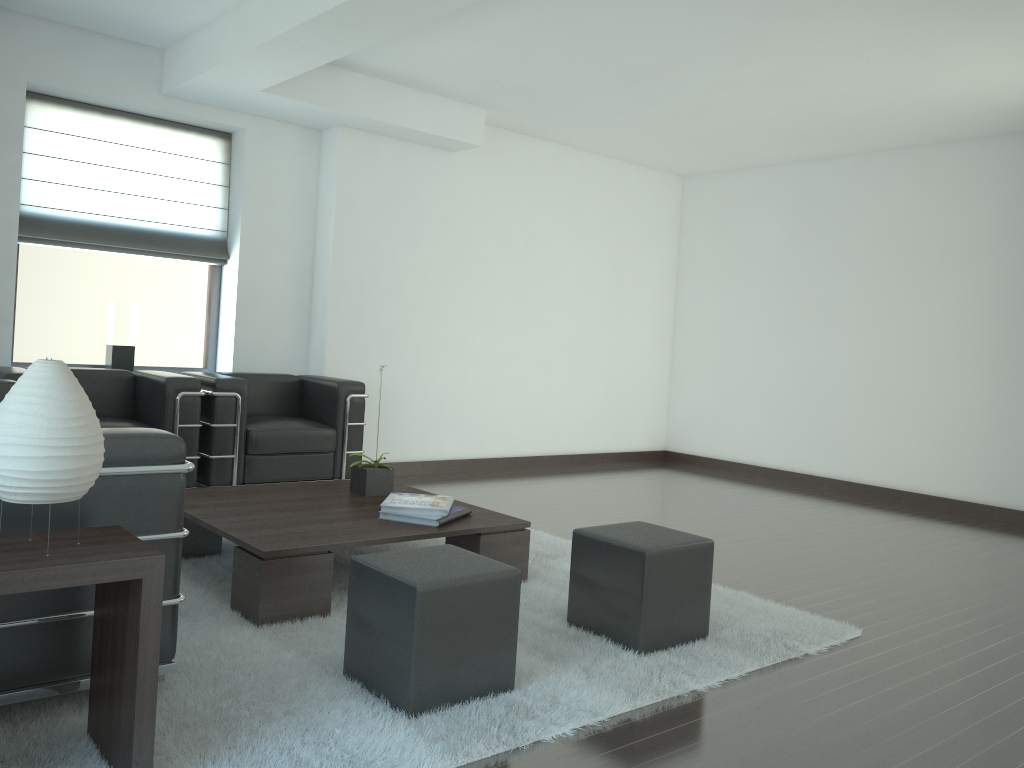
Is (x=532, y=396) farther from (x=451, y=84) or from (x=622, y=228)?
(x=451, y=84)

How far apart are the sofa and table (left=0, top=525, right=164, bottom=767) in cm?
21

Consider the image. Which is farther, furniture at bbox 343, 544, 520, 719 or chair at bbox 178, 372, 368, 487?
chair at bbox 178, 372, 368, 487

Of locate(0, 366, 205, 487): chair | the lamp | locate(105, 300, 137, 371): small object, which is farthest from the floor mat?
locate(105, 300, 137, 371): small object

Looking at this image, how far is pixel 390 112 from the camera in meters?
9.5 m

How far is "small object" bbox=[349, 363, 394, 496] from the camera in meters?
6.6 m

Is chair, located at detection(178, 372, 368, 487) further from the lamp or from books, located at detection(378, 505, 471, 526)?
the lamp

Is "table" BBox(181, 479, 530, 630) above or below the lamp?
below

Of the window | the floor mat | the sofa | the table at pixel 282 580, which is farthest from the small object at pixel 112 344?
the floor mat

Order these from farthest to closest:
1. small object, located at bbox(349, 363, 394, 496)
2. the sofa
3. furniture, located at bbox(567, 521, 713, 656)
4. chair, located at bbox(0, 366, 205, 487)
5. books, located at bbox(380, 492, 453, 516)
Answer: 1. chair, located at bbox(0, 366, 205, 487)
2. small object, located at bbox(349, 363, 394, 496)
3. books, located at bbox(380, 492, 453, 516)
4. furniture, located at bbox(567, 521, 713, 656)
5. the sofa
